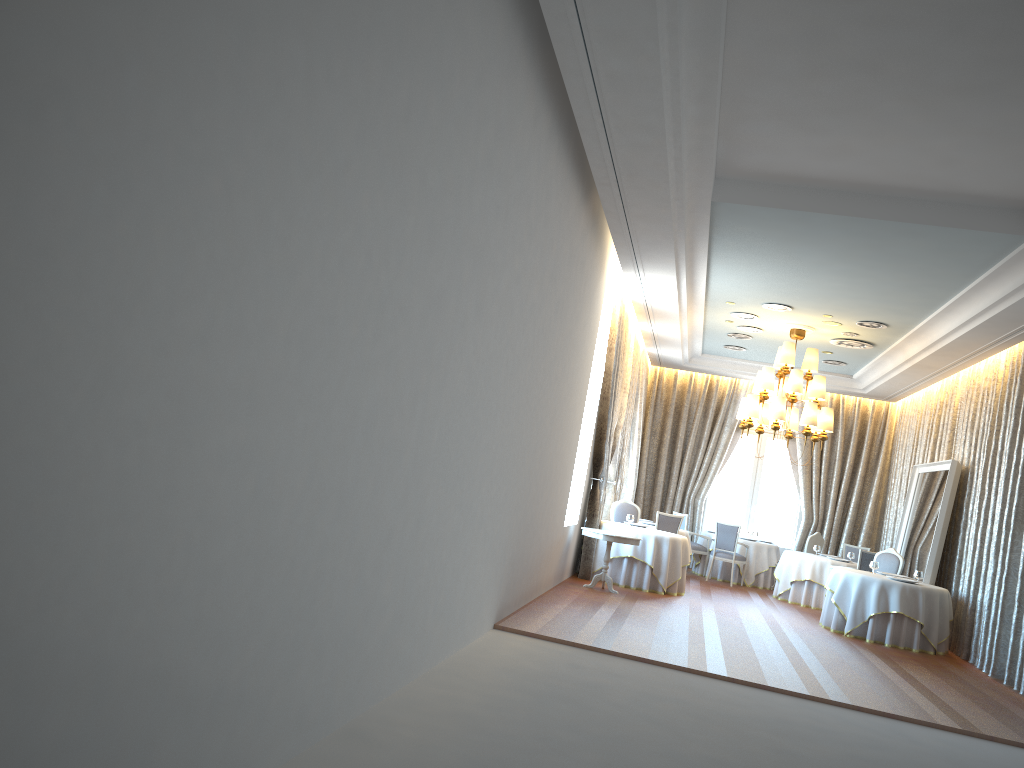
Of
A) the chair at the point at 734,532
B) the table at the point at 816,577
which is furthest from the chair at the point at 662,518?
the table at the point at 816,577

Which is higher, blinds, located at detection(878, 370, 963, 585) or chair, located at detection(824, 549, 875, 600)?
blinds, located at detection(878, 370, 963, 585)

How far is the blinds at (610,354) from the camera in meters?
12.7 m

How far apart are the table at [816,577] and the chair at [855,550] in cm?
207

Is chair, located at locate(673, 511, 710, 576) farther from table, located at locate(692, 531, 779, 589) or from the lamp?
the lamp

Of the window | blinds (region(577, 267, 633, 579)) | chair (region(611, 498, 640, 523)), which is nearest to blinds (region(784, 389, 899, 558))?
the window

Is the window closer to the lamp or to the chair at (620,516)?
the lamp

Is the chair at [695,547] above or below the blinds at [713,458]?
below

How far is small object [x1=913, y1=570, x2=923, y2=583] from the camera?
11.9 meters

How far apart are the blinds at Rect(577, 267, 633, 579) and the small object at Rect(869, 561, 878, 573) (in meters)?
3.88
